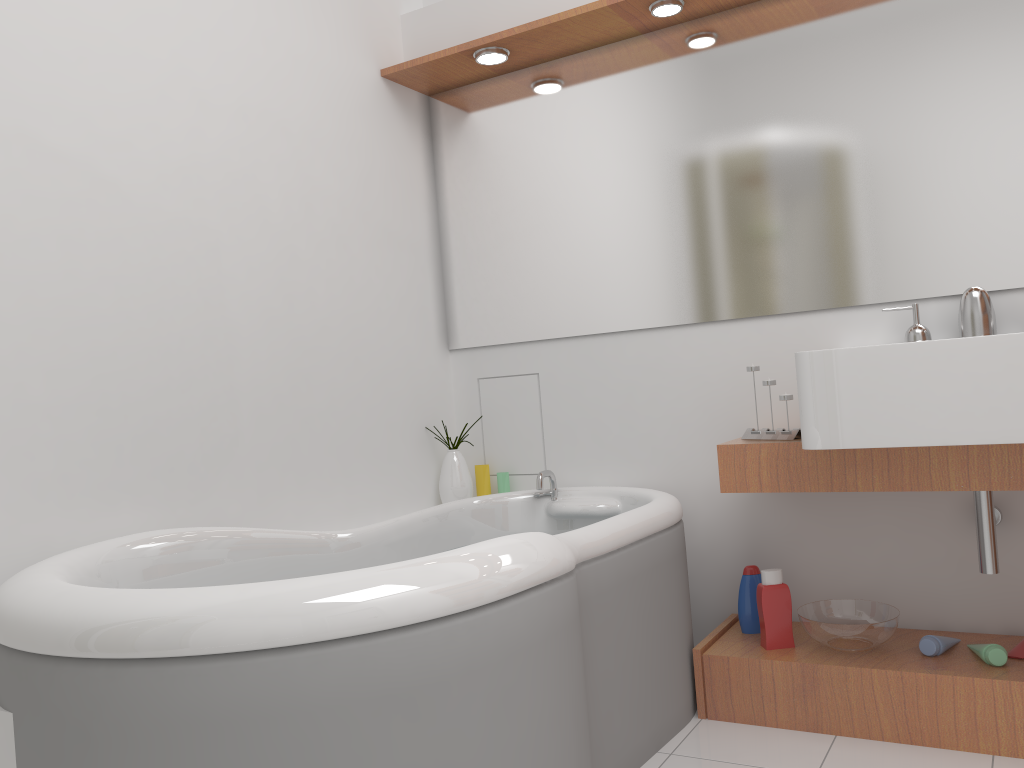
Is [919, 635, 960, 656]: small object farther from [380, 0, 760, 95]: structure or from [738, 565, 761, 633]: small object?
[380, 0, 760, 95]: structure

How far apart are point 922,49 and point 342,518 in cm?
201

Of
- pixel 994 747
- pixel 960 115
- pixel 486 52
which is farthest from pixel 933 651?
pixel 486 52

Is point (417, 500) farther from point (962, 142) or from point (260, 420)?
point (962, 142)

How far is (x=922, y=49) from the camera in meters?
2.3 m

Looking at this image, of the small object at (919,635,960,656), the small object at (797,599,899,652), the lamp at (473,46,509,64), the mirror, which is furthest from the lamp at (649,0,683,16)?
the small object at (919,635,960,656)

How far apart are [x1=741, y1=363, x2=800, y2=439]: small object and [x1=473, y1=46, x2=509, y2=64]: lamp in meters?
1.4

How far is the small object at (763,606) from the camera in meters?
2.3

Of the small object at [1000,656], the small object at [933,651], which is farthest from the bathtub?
the small object at [1000,656]

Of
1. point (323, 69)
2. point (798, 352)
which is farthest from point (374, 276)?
point (798, 352)
